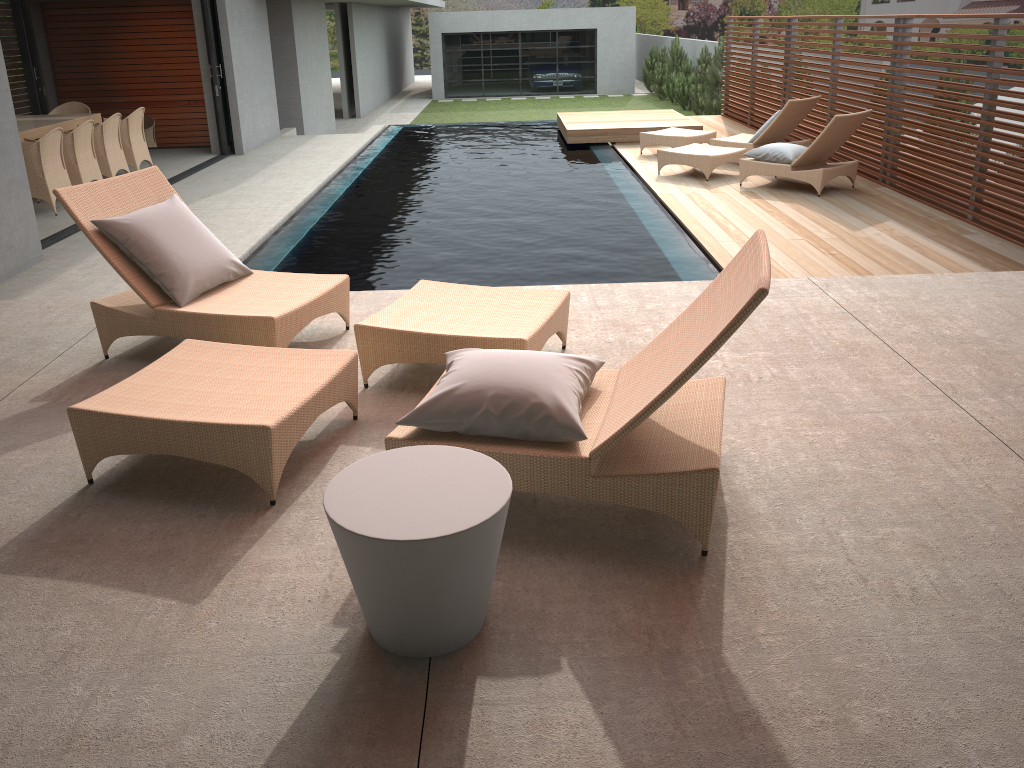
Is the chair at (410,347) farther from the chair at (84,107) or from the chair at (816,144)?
the chair at (84,107)

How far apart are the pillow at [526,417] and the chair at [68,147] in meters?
8.0 m

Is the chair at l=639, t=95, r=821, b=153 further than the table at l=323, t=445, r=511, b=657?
Yes

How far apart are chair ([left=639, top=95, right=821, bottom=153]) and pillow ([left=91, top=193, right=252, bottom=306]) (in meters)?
7.63

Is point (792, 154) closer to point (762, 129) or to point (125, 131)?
point (762, 129)

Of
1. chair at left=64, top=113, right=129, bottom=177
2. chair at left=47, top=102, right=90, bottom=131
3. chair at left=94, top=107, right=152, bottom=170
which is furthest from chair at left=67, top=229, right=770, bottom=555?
chair at left=47, top=102, right=90, bottom=131

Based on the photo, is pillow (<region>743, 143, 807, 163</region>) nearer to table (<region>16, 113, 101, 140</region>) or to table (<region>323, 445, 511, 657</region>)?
table (<region>323, 445, 511, 657</region>)

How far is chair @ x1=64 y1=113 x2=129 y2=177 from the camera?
10.14m

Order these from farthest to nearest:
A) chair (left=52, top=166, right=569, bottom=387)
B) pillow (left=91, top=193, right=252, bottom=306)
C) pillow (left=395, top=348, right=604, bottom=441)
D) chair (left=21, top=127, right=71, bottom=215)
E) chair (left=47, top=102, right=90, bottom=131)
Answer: chair (left=47, top=102, right=90, bottom=131), chair (left=21, top=127, right=71, bottom=215), pillow (left=91, top=193, right=252, bottom=306), chair (left=52, top=166, right=569, bottom=387), pillow (left=395, top=348, right=604, bottom=441)

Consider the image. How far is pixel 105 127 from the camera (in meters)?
10.14
